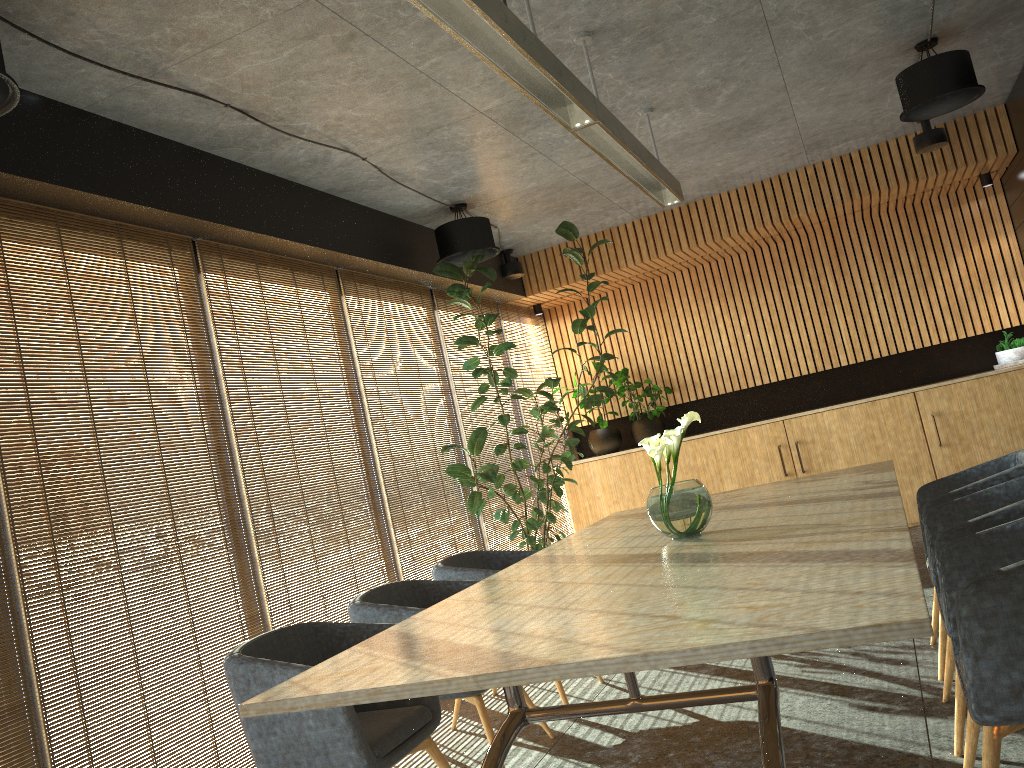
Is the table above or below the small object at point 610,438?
below

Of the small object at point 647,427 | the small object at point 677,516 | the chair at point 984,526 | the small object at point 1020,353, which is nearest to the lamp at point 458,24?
the small object at point 677,516

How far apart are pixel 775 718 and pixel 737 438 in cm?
669

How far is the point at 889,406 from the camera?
8.45m

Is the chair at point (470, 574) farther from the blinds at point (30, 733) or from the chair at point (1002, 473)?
the blinds at point (30, 733)

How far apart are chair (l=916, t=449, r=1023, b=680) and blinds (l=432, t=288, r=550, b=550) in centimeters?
395cm

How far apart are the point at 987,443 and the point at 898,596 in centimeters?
699cm

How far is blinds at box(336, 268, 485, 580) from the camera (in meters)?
6.57

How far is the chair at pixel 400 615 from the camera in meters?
4.2

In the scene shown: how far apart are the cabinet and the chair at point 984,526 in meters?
4.8 m
